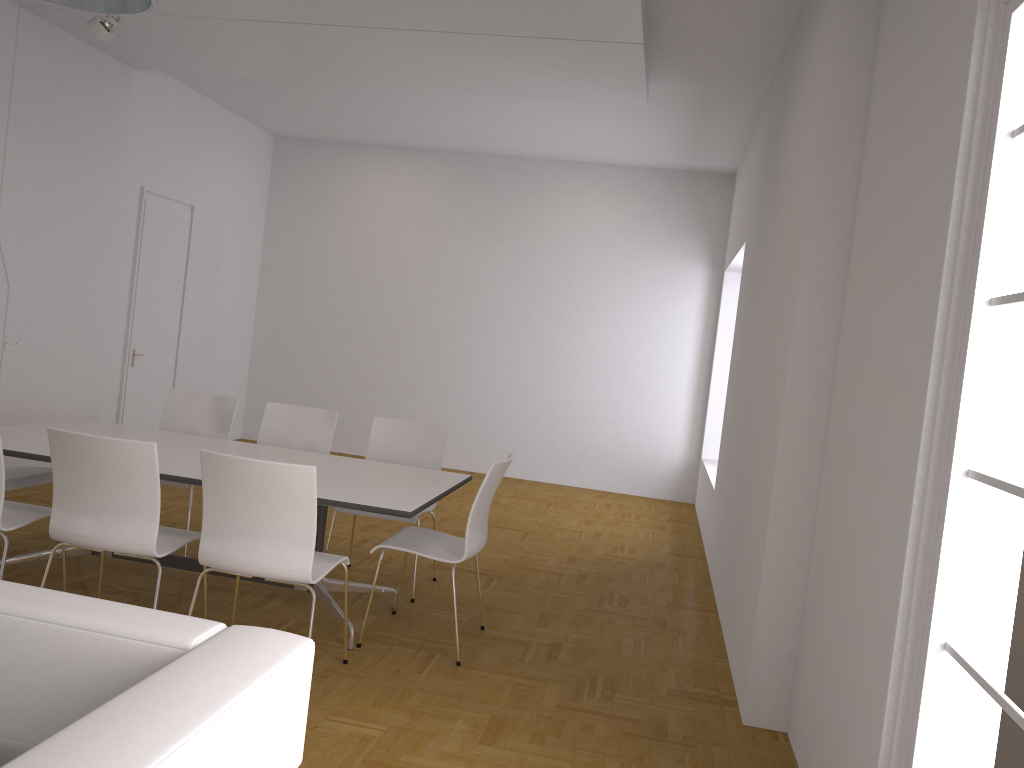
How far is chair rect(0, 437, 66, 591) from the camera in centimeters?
379cm

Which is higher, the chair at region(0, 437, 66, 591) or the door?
the door

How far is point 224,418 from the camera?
5.6m

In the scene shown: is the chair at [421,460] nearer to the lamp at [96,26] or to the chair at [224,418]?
the chair at [224,418]

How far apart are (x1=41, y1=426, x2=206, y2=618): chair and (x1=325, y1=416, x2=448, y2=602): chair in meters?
1.3

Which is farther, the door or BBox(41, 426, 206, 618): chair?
the door

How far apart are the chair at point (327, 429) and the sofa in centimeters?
357cm

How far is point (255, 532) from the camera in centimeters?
344cm

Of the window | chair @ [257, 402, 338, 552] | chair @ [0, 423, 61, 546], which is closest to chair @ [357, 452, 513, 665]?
chair @ [257, 402, 338, 552]

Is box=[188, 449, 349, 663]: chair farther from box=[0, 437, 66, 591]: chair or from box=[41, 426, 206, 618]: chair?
box=[0, 437, 66, 591]: chair
